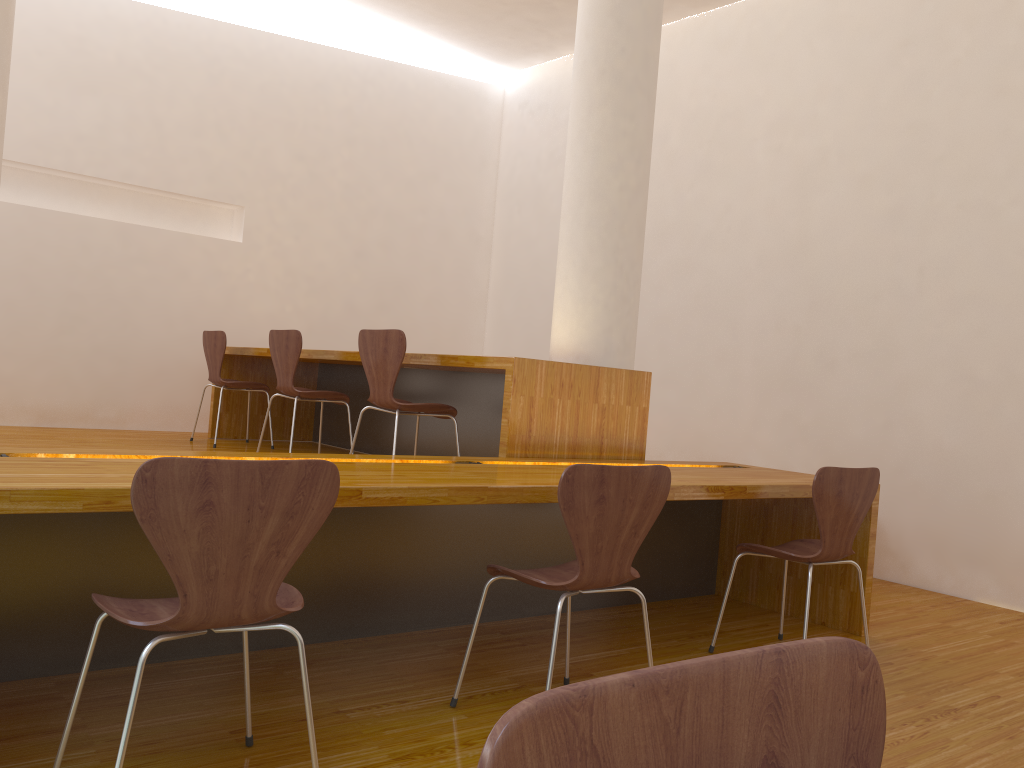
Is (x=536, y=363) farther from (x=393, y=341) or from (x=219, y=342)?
(x=219, y=342)

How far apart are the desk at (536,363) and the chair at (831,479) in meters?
0.7 m

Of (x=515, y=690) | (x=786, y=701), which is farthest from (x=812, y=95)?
(x=786, y=701)

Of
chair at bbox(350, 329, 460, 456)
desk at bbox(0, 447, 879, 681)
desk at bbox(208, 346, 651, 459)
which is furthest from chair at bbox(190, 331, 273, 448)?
desk at bbox(0, 447, 879, 681)

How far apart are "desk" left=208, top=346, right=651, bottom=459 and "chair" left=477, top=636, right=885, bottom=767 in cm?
268

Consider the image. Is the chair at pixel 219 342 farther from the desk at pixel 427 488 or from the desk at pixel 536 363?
the desk at pixel 427 488

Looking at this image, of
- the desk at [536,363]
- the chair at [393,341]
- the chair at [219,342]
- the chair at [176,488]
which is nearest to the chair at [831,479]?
the desk at [536,363]

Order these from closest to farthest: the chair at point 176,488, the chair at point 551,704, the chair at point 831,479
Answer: the chair at point 551,704 → the chair at point 176,488 → the chair at point 831,479

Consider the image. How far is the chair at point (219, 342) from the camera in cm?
528

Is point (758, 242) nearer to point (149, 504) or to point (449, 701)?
point (449, 701)
